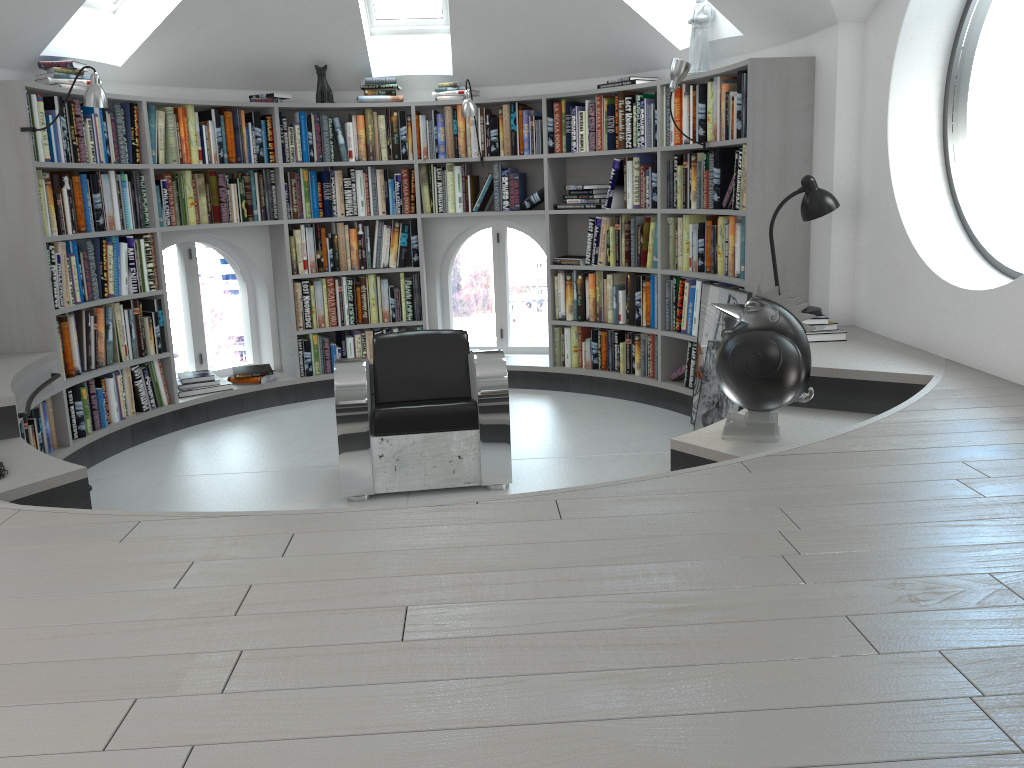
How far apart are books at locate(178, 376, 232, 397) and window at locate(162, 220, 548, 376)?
0.4 meters

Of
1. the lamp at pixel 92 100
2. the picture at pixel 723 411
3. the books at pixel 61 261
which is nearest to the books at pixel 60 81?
the lamp at pixel 92 100

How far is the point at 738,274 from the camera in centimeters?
498cm

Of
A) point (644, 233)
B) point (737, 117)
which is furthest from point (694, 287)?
point (737, 117)

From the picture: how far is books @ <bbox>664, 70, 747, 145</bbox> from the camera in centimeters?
474cm

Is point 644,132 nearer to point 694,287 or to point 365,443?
point 694,287

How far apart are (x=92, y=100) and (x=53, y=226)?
0.7m

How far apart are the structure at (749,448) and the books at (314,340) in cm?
4

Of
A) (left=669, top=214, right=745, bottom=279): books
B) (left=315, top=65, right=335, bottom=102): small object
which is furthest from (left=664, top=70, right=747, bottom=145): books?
(left=315, top=65, right=335, bottom=102): small object

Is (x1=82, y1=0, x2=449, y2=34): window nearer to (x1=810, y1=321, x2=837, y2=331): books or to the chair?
the chair
